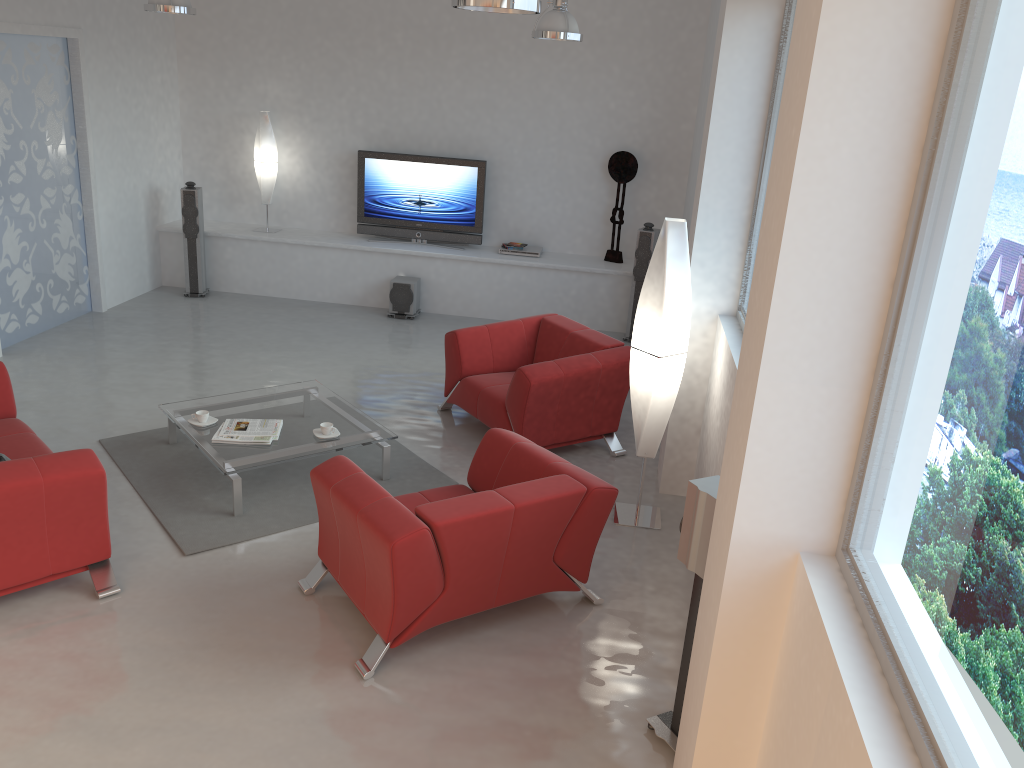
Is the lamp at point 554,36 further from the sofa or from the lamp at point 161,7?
the sofa

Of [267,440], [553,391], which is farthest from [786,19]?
[267,440]

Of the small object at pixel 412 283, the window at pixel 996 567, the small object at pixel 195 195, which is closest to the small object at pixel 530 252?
the small object at pixel 412 283

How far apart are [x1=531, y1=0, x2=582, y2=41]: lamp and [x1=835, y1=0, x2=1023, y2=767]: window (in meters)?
4.64

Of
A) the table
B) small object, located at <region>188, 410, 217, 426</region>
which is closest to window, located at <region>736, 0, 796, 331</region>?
the table

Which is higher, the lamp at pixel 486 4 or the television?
the lamp at pixel 486 4

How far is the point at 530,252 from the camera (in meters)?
9.23

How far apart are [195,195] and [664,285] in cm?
599

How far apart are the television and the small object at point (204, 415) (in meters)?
4.43

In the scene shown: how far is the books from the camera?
5.2m
